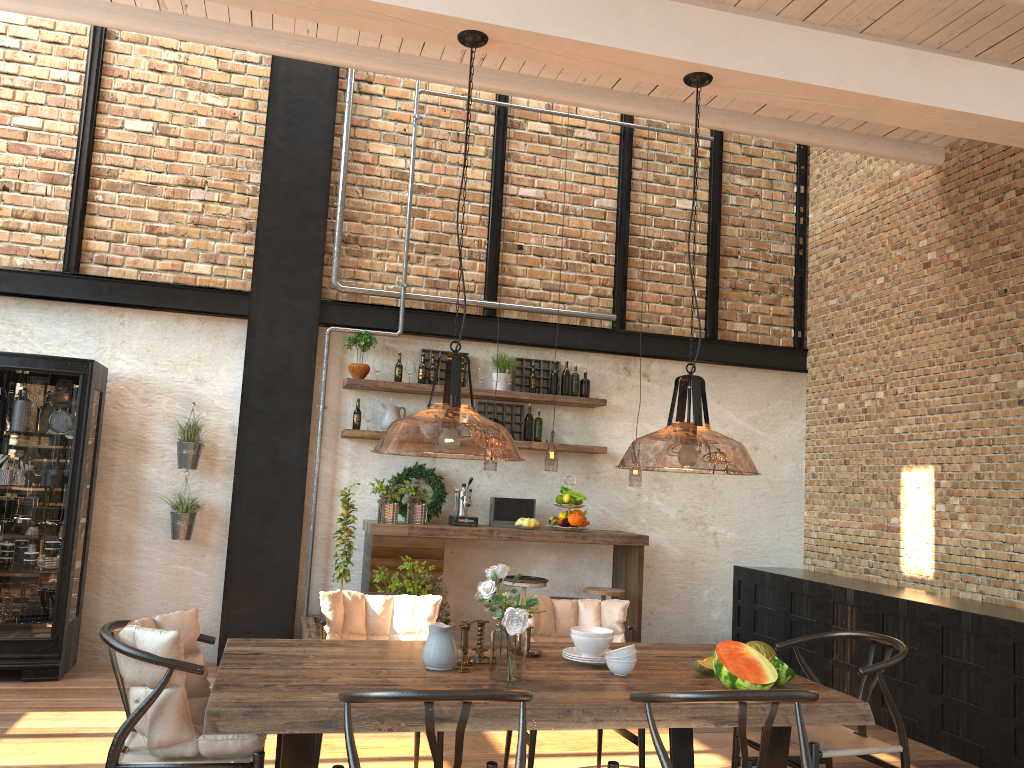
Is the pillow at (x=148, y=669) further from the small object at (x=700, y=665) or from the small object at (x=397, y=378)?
the small object at (x=397, y=378)

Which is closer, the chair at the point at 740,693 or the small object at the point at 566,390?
the chair at the point at 740,693

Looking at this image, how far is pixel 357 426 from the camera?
6.9m

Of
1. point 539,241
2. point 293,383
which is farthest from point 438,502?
point 539,241

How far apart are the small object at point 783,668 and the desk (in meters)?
3.36

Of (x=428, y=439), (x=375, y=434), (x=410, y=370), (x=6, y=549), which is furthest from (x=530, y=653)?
(x=6, y=549)

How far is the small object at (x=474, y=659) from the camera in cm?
353

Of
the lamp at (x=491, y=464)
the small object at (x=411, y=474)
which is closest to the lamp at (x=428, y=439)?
the lamp at (x=491, y=464)

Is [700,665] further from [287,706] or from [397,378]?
[397,378]

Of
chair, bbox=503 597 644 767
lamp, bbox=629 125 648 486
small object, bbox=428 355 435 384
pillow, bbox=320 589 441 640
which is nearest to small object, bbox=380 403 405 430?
small object, bbox=428 355 435 384
